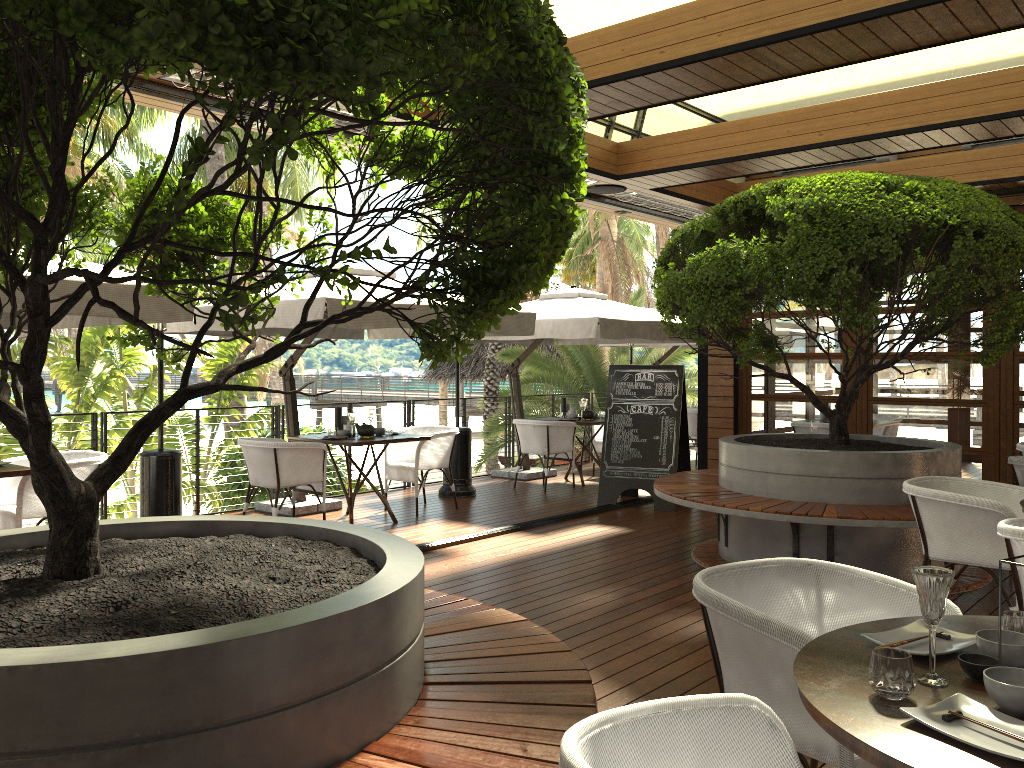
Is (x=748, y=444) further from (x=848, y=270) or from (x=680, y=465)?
(x=680, y=465)

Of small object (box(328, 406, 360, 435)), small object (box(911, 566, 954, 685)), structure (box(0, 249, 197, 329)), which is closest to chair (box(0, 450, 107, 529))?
structure (box(0, 249, 197, 329))

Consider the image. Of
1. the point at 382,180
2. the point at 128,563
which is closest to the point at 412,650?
the point at 128,563

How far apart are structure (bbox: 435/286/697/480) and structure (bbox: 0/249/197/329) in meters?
4.3 m

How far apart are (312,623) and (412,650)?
0.4m

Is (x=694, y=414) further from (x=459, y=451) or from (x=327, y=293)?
(x=327, y=293)

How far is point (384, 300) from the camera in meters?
3.1

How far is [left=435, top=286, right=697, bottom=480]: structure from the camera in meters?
9.0

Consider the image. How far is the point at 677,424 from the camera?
8.6m

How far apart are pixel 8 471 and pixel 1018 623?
5.32m
